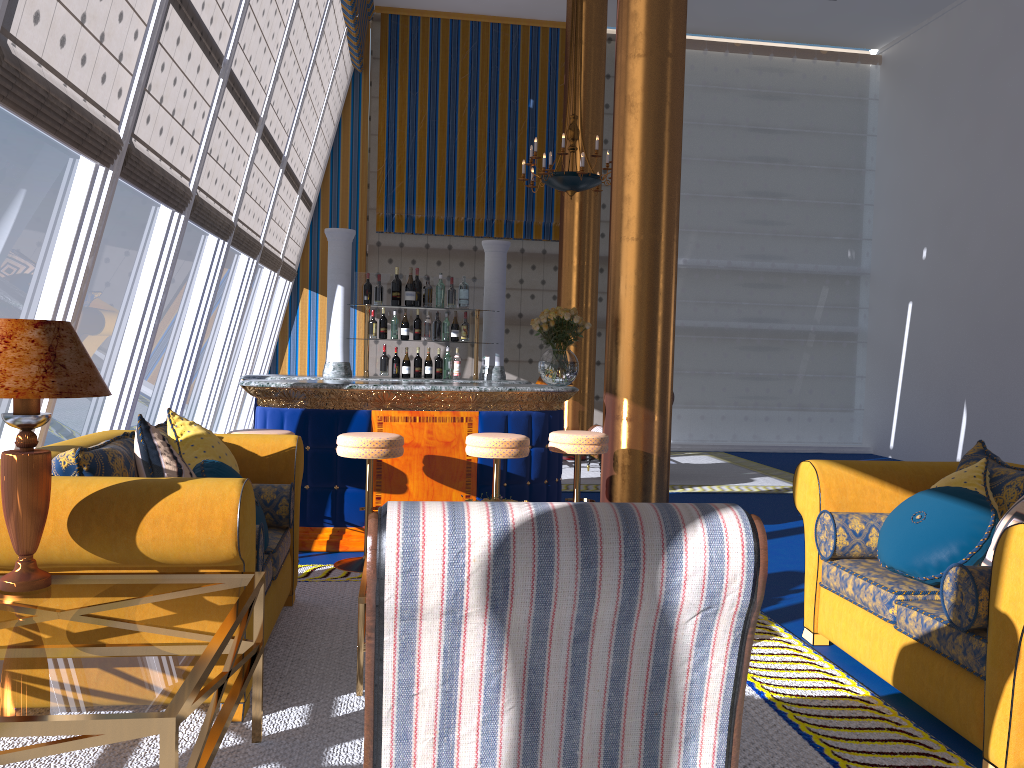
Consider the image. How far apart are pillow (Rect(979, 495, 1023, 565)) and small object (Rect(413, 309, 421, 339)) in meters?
4.5

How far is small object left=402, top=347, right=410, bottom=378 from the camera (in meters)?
6.89

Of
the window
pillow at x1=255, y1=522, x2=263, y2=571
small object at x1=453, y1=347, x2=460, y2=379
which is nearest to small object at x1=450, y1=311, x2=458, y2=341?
small object at x1=453, y1=347, x2=460, y2=379

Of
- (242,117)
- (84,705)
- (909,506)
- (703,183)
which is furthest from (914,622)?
(703,183)

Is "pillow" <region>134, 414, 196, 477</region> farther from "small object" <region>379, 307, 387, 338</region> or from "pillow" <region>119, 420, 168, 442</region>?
"small object" <region>379, 307, 387, 338</region>

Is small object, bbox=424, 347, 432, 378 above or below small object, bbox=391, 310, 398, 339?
below

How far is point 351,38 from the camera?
10.8m

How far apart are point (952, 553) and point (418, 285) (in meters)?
4.57

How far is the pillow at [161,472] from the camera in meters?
3.2 m

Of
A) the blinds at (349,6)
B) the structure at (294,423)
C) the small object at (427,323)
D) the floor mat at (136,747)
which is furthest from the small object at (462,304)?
the blinds at (349,6)
